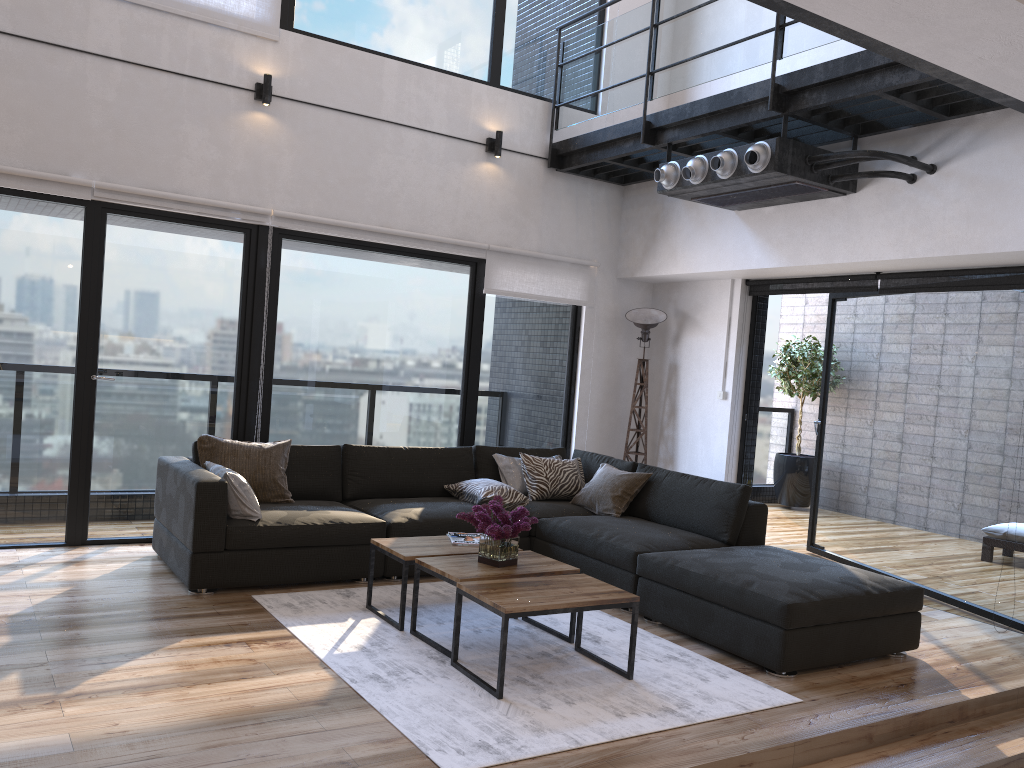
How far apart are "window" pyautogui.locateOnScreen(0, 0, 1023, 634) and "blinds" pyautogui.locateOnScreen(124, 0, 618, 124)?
0.07m

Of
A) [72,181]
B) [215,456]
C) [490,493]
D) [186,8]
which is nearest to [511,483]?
[490,493]

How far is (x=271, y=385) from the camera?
5.86m

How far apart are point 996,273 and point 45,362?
5.5m

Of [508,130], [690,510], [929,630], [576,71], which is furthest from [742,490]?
[576,71]

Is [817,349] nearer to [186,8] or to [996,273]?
[996,273]

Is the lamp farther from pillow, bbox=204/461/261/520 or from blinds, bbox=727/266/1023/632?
pillow, bbox=204/461/261/520

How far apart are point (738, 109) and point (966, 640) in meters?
3.2 m

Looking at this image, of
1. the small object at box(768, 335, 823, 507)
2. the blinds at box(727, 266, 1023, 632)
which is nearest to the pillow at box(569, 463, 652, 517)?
the blinds at box(727, 266, 1023, 632)

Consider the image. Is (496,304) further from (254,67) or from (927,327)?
(927,327)
